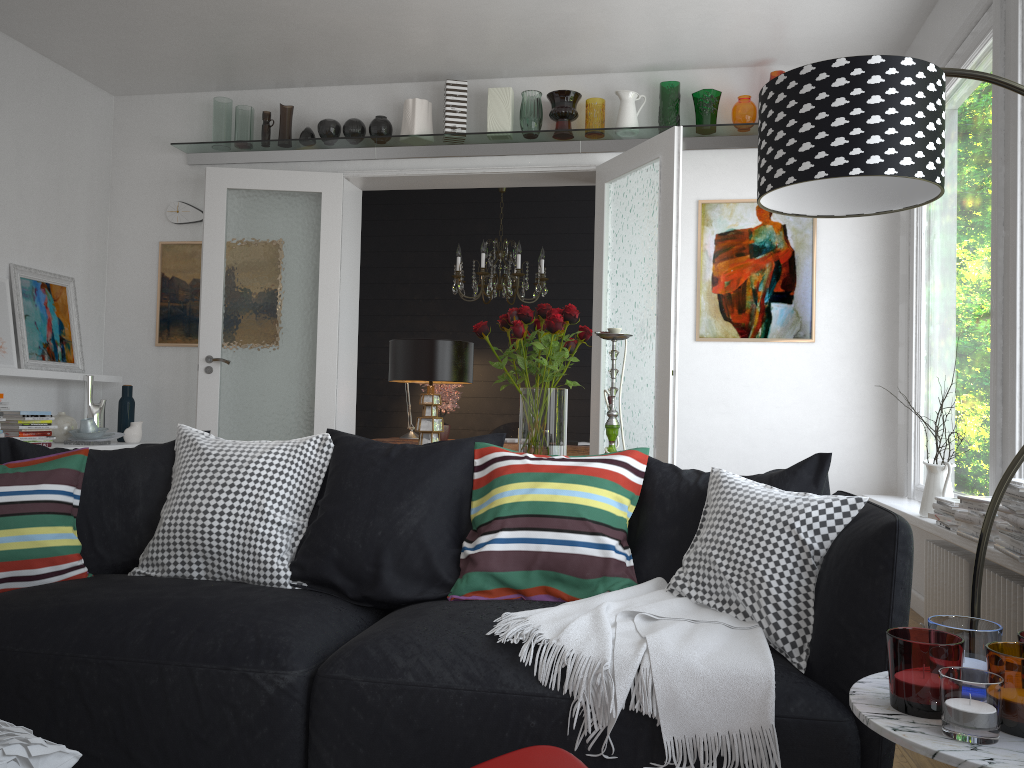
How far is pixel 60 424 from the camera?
5.3 meters

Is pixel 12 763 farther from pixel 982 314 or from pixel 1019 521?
pixel 982 314

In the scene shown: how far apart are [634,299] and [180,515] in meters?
3.0 m

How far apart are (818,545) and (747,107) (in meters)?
→ 3.70

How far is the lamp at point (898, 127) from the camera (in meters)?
1.80

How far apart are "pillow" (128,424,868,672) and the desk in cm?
352

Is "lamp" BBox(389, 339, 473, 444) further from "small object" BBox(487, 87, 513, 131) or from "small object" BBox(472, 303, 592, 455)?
"small object" BBox(487, 87, 513, 131)

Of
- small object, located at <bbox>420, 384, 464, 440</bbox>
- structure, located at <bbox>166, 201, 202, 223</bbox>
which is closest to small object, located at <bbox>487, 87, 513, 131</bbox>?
small object, located at <bbox>420, 384, 464, 440</bbox>

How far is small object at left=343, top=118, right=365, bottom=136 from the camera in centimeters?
557cm

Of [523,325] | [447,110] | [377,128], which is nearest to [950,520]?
[523,325]
